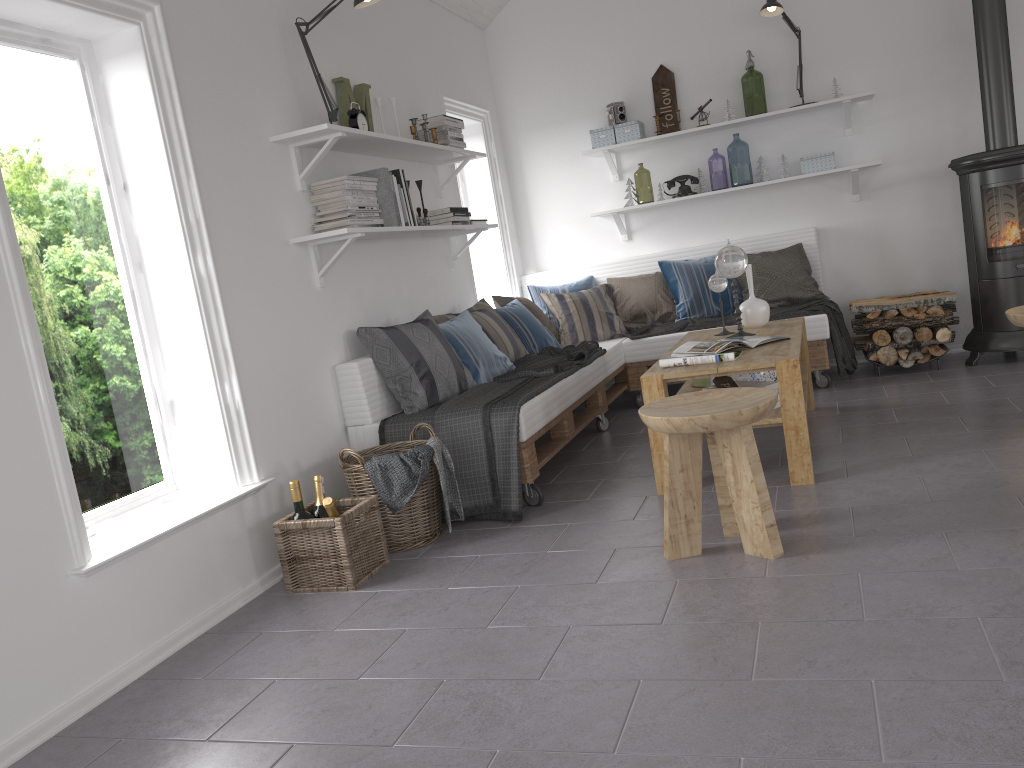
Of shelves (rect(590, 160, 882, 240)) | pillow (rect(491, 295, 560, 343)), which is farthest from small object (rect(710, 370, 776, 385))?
shelves (rect(590, 160, 882, 240))

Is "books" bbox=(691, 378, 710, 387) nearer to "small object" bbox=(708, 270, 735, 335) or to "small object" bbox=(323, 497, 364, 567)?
"small object" bbox=(708, 270, 735, 335)

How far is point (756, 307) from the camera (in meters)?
4.44

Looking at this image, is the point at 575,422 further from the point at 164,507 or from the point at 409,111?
the point at 164,507

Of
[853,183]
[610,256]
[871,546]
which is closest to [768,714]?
[871,546]

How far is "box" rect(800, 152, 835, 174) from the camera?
5.5 meters

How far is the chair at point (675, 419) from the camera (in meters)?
2.62

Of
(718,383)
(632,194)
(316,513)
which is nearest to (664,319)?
(632,194)

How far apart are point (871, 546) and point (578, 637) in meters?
1.0 m

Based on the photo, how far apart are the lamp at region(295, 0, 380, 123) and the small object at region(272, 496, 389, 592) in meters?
1.7
